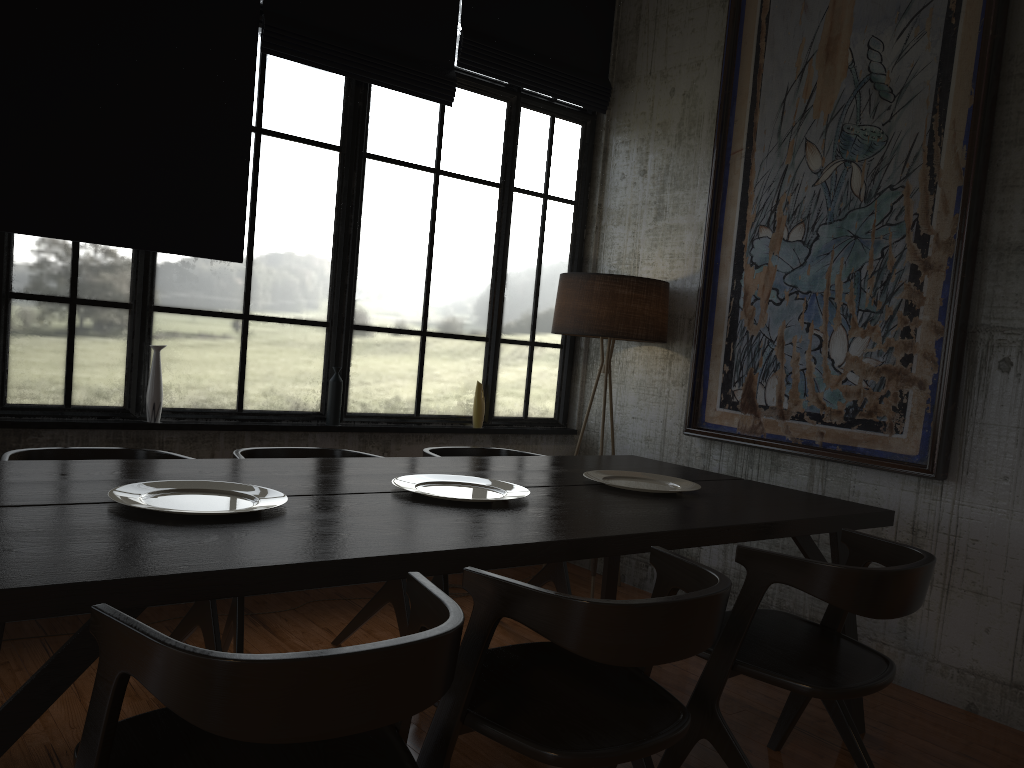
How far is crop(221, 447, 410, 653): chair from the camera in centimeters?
362cm

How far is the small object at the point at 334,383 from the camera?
5.3 meters

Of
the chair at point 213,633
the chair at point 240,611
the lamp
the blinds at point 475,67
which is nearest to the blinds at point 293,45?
the blinds at point 475,67

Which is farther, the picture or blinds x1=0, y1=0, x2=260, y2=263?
the picture

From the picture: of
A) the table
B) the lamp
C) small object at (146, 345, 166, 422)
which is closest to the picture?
the lamp

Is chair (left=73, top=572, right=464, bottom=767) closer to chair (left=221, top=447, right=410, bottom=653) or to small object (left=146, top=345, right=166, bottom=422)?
chair (left=221, top=447, right=410, bottom=653)

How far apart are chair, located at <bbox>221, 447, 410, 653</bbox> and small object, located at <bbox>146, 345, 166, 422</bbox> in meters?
0.9

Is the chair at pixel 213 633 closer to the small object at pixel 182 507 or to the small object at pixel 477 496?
the small object at pixel 182 507

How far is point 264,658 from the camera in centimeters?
155cm

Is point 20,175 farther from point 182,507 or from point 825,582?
point 825,582
